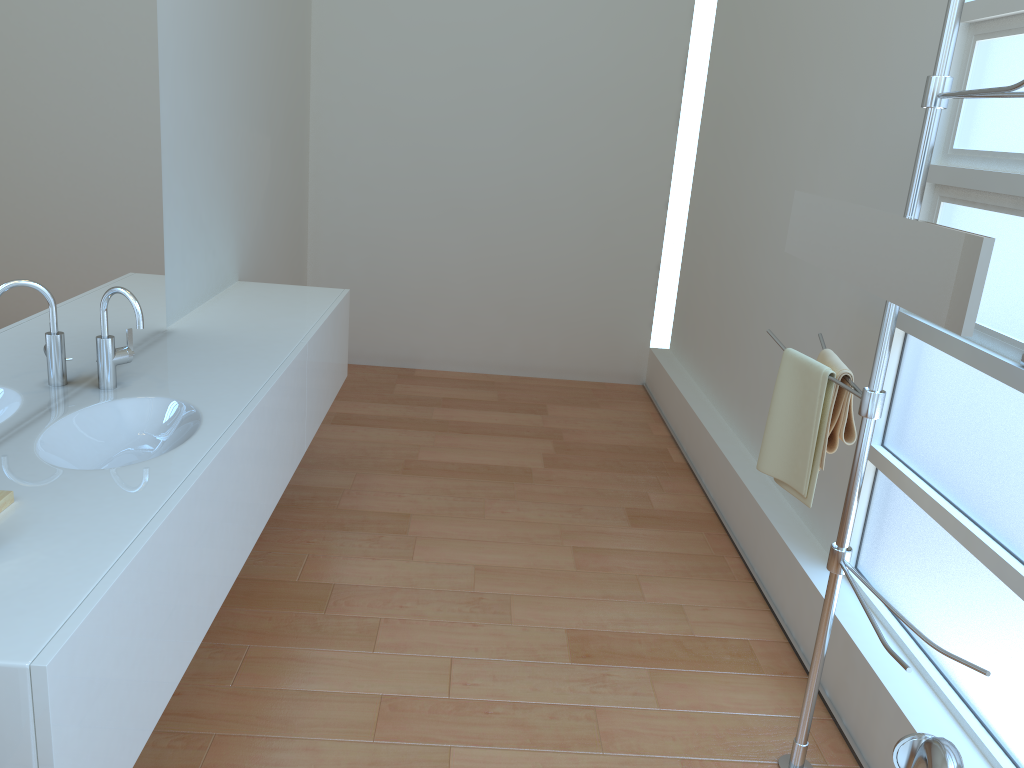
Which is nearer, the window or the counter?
the counter

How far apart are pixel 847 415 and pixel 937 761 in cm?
119

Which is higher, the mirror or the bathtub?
the mirror

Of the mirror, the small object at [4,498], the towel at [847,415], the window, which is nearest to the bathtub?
the mirror

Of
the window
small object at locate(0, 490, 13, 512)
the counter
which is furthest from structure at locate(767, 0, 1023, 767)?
small object at locate(0, 490, 13, 512)

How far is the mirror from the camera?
1.5m

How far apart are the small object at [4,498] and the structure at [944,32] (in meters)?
1.62

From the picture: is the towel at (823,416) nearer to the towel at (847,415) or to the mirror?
the towel at (847,415)

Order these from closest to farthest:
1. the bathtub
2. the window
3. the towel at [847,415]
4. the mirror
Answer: the bathtub, the mirror, the window, the towel at [847,415]

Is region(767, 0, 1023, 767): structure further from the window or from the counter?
the counter
